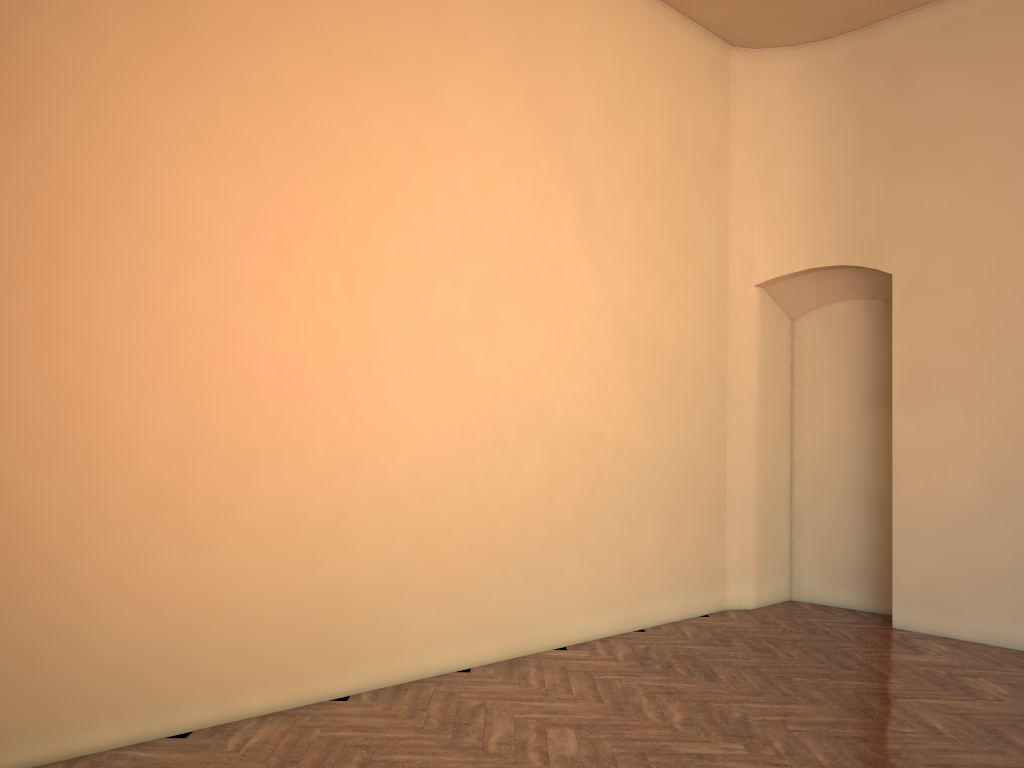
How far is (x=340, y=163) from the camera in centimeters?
524cm
